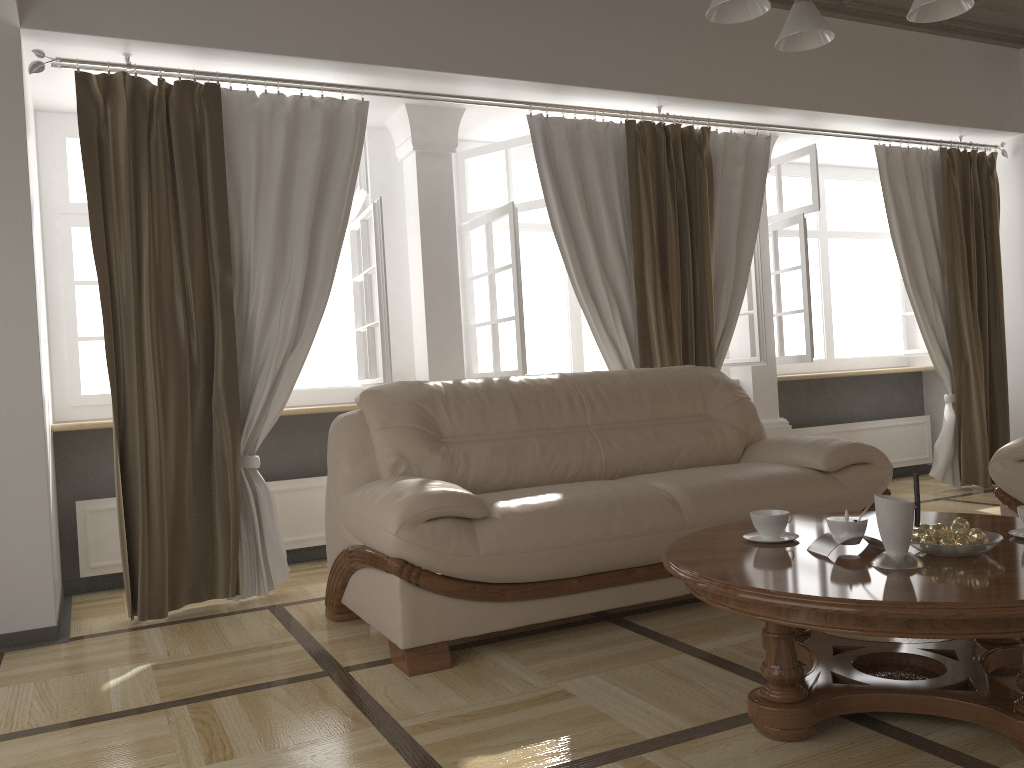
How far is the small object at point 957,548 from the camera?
2.06m

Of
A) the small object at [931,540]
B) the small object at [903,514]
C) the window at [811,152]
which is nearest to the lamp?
the small object at [903,514]

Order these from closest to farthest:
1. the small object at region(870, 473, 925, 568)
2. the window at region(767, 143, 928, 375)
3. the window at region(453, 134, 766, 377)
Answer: the small object at region(870, 473, 925, 568)
the window at region(453, 134, 766, 377)
the window at region(767, 143, 928, 375)

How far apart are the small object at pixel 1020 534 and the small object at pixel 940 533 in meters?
0.3

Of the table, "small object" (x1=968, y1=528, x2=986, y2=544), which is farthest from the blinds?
"small object" (x1=968, y1=528, x2=986, y2=544)

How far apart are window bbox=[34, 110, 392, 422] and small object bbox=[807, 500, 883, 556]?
2.44m

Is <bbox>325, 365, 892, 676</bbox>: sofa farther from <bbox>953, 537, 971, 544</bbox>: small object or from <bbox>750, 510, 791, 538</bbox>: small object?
<bbox>953, 537, 971, 544</bbox>: small object

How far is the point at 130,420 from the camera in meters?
3.6

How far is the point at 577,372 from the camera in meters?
3.9 m

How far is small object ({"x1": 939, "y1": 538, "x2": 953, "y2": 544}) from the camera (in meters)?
2.11
